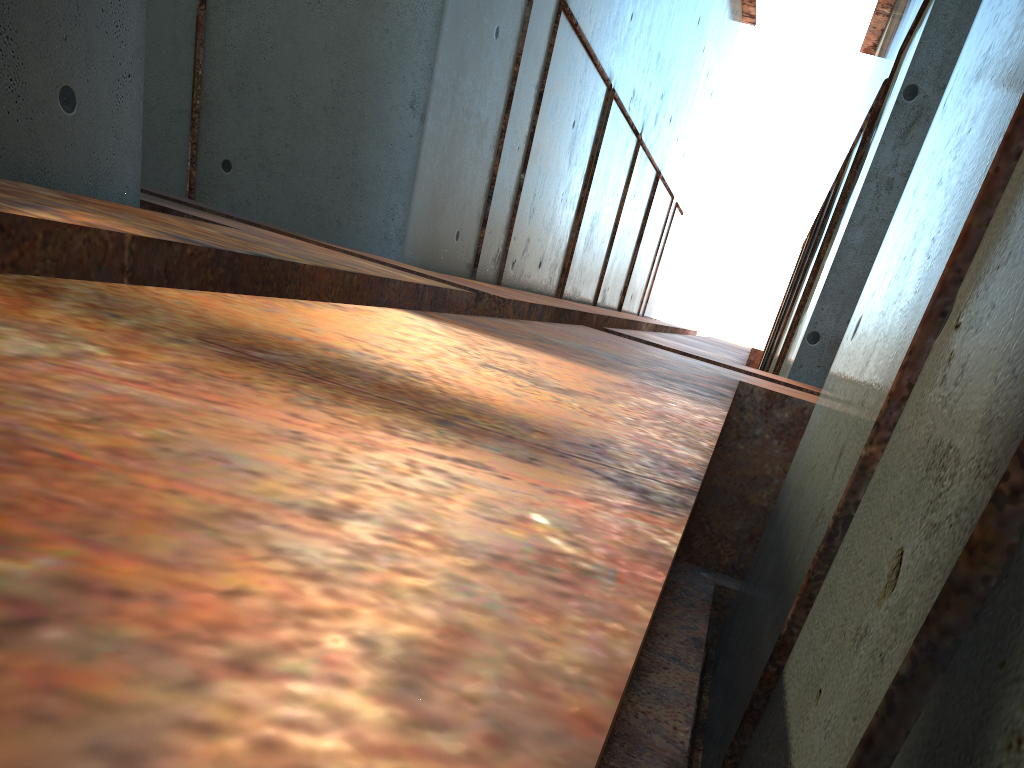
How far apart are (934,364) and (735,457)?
3.45m
